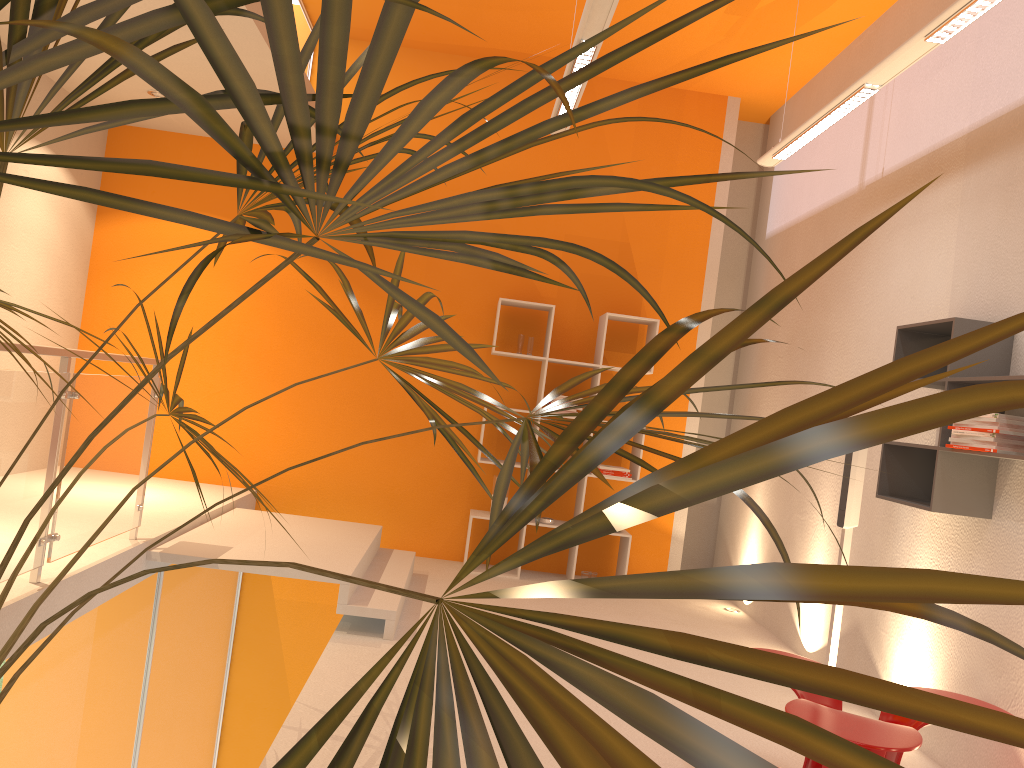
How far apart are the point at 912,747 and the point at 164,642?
4.03m

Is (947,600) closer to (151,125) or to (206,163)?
(206,163)

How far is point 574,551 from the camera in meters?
6.5

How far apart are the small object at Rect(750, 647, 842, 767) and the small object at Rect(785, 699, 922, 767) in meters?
0.2 m

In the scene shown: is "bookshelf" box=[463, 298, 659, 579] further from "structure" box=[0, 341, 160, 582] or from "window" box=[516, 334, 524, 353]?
"structure" box=[0, 341, 160, 582]

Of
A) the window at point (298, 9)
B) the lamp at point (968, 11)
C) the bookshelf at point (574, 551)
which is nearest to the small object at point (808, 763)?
the lamp at point (968, 11)

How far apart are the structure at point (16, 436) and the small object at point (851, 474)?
3.4 meters

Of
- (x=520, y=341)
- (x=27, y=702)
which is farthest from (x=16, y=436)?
(x=520, y=341)

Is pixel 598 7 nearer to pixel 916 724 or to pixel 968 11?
pixel 968 11

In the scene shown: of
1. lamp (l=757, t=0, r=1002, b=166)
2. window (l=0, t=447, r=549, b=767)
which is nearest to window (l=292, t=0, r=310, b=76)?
lamp (l=757, t=0, r=1002, b=166)
